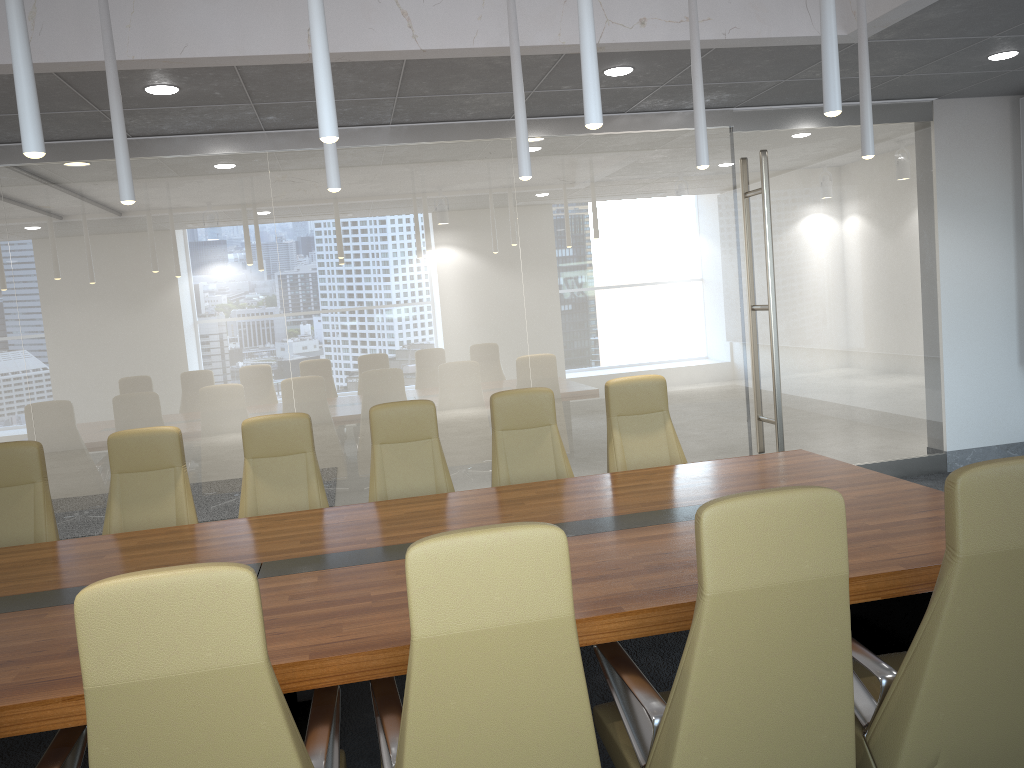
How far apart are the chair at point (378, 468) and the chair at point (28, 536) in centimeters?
188cm

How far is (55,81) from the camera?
5.2m

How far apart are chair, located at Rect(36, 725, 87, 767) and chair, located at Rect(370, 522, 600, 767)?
0.9m

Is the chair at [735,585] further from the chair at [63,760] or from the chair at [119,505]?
the chair at [119,505]

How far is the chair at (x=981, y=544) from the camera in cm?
258

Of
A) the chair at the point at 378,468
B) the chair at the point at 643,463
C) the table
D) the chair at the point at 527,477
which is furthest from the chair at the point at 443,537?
the chair at the point at 643,463

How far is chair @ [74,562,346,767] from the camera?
2.2 meters

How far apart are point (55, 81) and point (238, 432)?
3.0 meters

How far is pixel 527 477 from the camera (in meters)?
5.80

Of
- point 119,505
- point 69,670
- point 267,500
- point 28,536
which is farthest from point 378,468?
point 69,670
